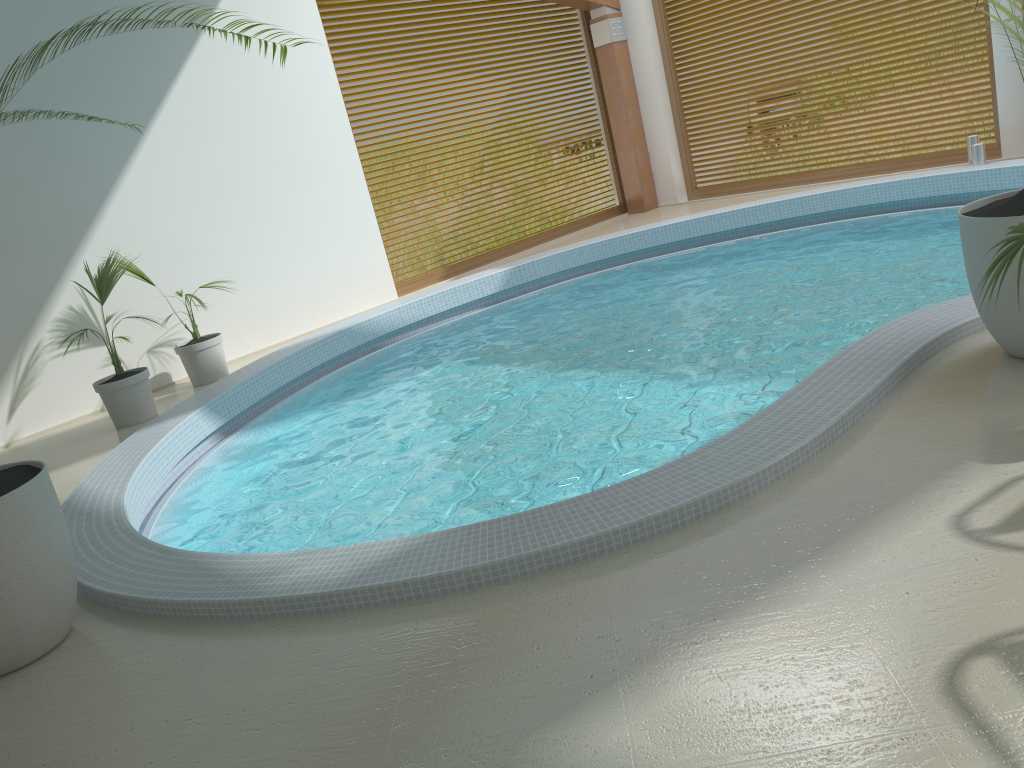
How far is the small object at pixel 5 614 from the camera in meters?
3.1 m

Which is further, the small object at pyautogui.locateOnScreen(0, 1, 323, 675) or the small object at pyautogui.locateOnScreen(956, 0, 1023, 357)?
the small object at pyautogui.locateOnScreen(956, 0, 1023, 357)

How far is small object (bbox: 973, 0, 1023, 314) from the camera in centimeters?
286cm

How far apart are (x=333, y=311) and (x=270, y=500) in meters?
4.2

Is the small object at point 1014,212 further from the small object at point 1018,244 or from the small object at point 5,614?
the small object at point 5,614

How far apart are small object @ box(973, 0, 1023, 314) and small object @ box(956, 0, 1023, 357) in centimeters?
61cm

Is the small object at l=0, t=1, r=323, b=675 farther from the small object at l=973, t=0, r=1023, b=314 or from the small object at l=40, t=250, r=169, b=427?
the small object at l=40, t=250, r=169, b=427

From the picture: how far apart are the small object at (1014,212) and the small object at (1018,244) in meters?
0.6

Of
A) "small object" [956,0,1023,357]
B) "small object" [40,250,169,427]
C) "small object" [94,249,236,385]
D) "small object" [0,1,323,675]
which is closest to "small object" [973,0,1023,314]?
"small object" [956,0,1023,357]

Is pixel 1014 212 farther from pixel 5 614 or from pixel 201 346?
pixel 201 346
